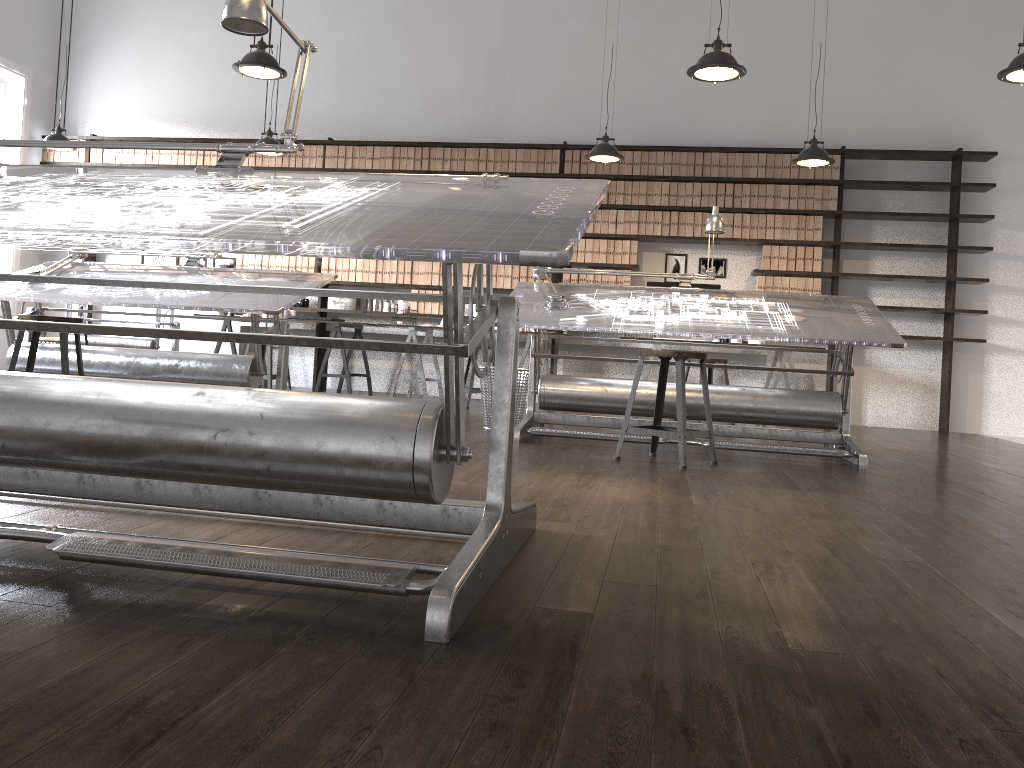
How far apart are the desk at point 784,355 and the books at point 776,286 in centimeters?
59cm

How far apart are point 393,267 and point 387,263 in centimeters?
7cm

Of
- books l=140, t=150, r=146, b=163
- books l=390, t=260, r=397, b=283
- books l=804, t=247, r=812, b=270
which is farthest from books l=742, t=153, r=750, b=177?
books l=140, t=150, r=146, b=163

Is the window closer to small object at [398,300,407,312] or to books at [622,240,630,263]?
small object at [398,300,407,312]

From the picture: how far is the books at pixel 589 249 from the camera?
8.1 meters

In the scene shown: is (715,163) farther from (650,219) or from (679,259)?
(679,259)

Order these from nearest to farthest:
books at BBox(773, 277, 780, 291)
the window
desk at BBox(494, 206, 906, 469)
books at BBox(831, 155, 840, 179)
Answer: desk at BBox(494, 206, 906, 469)
books at BBox(831, 155, 840, 179)
books at BBox(773, 277, 780, 291)
the window

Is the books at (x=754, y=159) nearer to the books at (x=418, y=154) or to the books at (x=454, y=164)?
the books at (x=454, y=164)

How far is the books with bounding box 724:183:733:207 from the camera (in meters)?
7.90

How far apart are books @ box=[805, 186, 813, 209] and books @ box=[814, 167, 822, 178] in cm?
13
